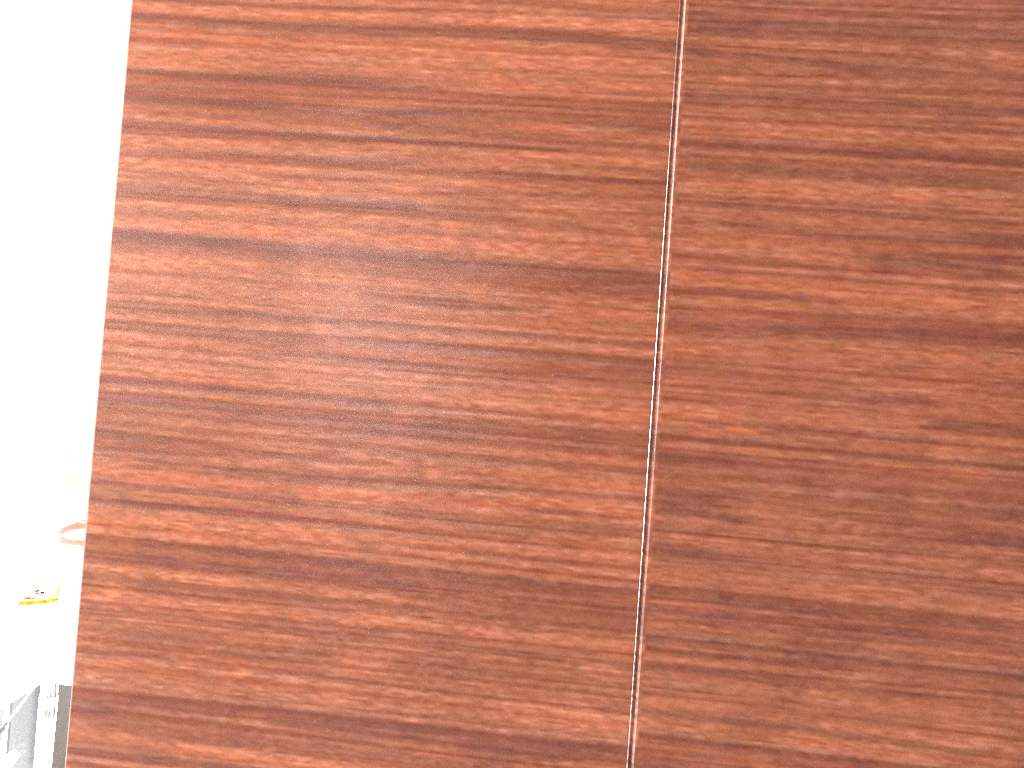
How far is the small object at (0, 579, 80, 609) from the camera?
2.1m

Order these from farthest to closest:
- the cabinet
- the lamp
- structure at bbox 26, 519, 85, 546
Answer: the lamp
structure at bbox 26, 519, 85, 546
the cabinet

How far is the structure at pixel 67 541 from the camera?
2.7m

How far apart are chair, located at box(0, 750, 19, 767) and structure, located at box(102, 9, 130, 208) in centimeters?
184cm

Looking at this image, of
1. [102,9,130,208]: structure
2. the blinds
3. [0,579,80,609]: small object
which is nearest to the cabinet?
[0,579,80,609]: small object

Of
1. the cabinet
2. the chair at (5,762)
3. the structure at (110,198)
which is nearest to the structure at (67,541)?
the cabinet

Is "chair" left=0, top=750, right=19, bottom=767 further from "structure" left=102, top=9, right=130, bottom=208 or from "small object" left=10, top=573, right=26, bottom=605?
"structure" left=102, top=9, right=130, bottom=208

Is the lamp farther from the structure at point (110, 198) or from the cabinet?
the cabinet

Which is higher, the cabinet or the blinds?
the blinds

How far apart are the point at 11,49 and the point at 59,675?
2.92m
